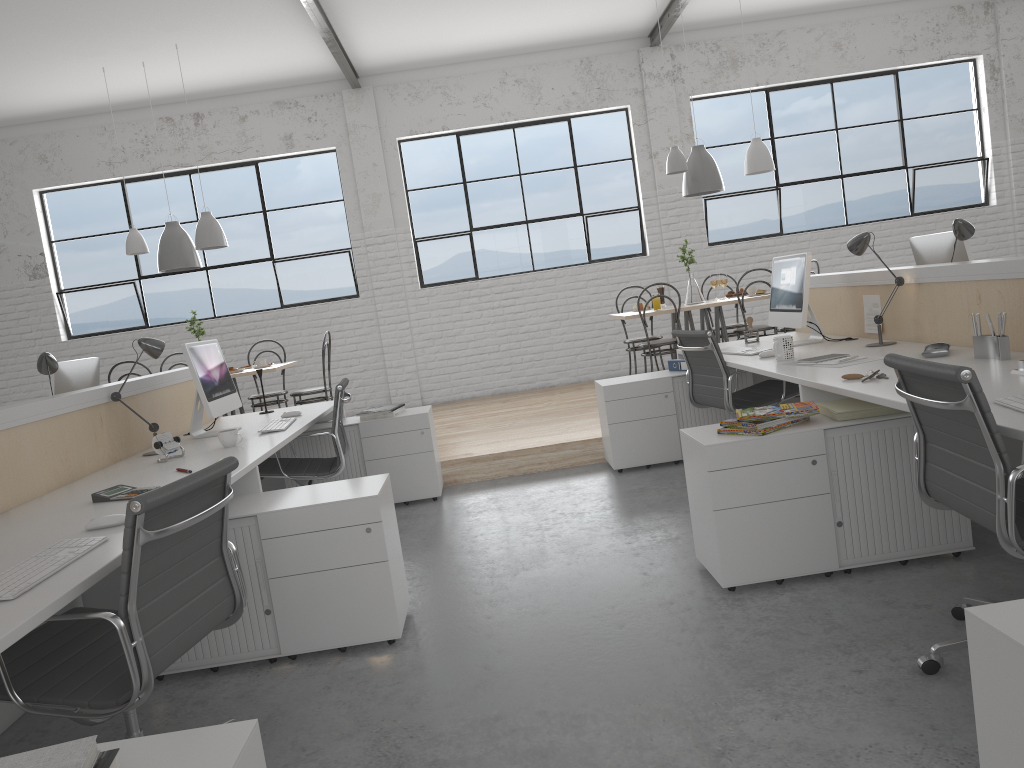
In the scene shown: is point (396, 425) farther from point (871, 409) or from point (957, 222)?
point (957, 222)

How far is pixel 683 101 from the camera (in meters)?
6.77

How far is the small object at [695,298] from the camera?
5.5 meters

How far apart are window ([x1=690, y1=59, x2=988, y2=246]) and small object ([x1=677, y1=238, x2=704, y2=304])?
1.5 meters

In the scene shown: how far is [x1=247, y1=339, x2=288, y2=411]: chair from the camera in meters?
5.7

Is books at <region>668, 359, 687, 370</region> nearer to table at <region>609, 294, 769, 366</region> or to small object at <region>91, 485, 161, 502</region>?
table at <region>609, 294, 769, 366</region>

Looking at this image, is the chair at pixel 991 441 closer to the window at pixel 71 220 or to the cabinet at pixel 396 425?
the cabinet at pixel 396 425

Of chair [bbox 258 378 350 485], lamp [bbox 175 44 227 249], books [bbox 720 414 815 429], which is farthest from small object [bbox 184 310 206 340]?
books [bbox 720 414 815 429]

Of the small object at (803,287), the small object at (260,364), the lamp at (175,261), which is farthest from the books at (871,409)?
the lamp at (175,261)

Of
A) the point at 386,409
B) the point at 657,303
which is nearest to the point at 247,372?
the point at 386,409
